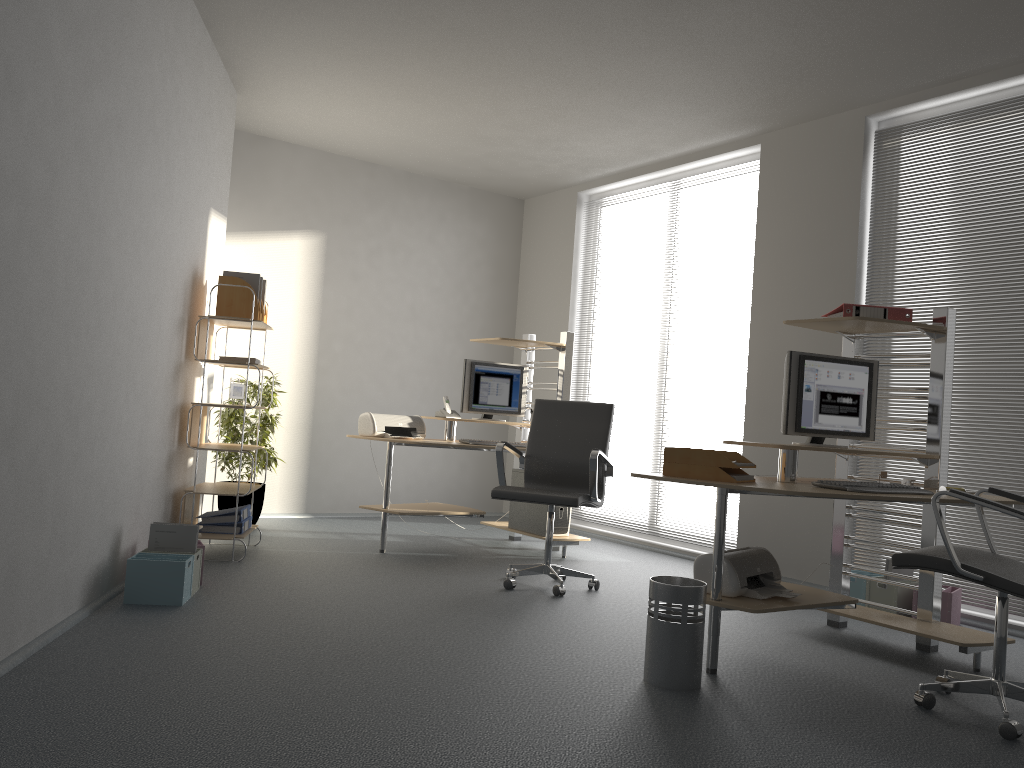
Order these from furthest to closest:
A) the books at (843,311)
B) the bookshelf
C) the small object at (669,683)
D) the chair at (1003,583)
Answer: the bookshelf, the books at (843,311), the small object at (669,683), the chair at (1003,583)

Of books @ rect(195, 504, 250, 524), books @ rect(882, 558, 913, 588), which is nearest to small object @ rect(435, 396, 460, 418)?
books @ rect(195, 504, 250, 524)

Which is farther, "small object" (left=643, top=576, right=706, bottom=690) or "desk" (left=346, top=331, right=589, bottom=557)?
"desk" (left=346, top=331, right=589, bottom=557)

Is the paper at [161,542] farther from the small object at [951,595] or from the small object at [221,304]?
the small object at [951,595]

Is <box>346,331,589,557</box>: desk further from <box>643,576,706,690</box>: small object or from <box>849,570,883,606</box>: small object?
<box>643,576,706,690</box>: small object

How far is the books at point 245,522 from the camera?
5.23m

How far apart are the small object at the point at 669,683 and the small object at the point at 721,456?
0.5 meters

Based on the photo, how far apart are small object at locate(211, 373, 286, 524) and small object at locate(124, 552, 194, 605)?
2.25m

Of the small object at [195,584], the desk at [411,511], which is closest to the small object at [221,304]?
the desk at [411,511]

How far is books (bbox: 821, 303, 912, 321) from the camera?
4.0 meters
